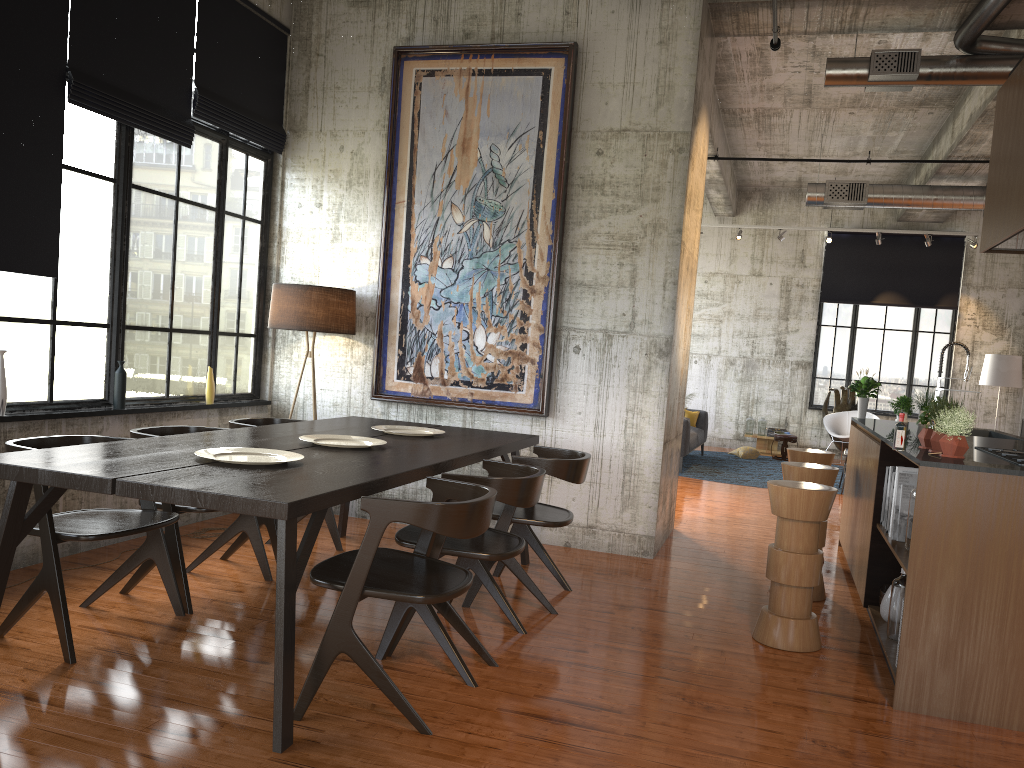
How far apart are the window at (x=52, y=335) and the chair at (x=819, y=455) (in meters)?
4.89

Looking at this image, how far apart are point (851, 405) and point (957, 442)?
12.9m

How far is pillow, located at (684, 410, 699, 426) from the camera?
15.7 meters

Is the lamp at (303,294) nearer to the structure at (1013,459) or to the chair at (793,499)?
the chair at (793,499)

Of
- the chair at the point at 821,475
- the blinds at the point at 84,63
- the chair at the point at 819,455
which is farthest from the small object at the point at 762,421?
the blinds at the point at 84,63

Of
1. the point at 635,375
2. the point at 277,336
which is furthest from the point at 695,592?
the point at 277,336

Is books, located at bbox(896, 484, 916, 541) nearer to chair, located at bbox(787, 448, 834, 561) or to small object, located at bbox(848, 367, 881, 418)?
chair, located at bbox(787, 448, 834, 561)

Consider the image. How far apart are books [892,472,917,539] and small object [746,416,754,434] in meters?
12.1 m

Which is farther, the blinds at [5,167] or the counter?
the blinds at [5,167]

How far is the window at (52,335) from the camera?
5.9 meters
